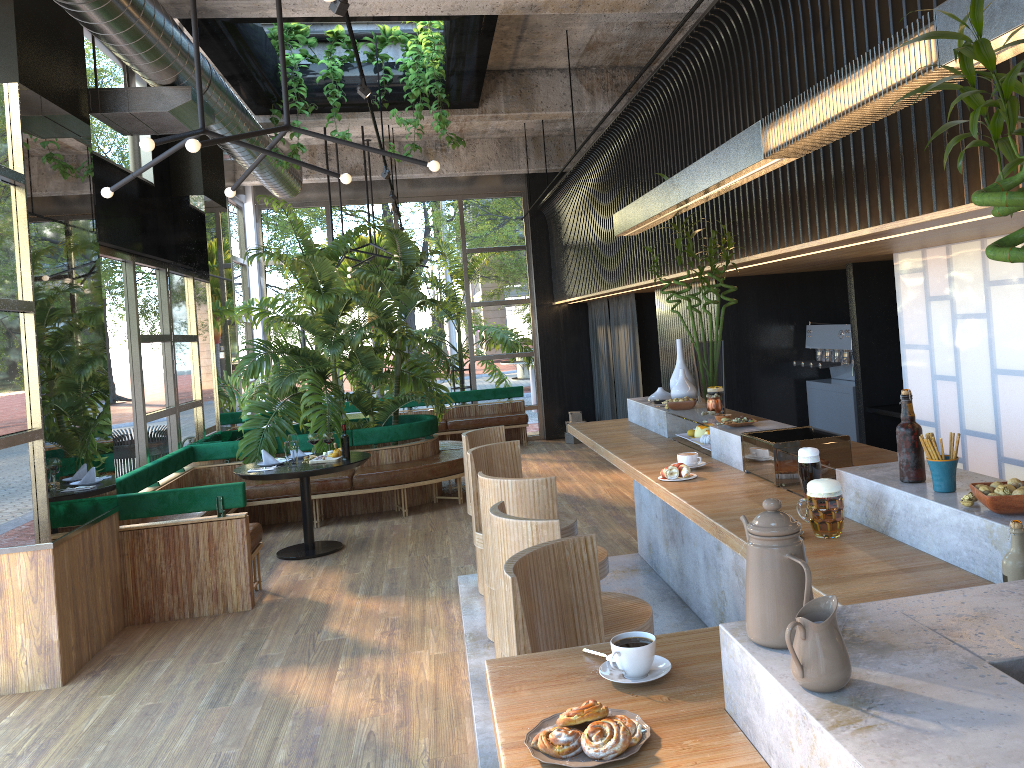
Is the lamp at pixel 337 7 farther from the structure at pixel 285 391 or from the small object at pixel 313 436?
the small object at pixel 313 436

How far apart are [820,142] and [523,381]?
10.7 meters

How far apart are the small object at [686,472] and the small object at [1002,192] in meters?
2.5 m

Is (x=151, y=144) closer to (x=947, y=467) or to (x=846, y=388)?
(x=947, y=467)

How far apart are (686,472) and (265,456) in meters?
4.9

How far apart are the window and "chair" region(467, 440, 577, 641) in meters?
4.0 m

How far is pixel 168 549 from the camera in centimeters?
585cm

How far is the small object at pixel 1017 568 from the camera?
1.9m

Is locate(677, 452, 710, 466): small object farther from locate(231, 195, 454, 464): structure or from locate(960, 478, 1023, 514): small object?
locate(231, 195, 454, 464): structure

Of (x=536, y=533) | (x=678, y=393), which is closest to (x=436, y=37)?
(x=678, y=393)
